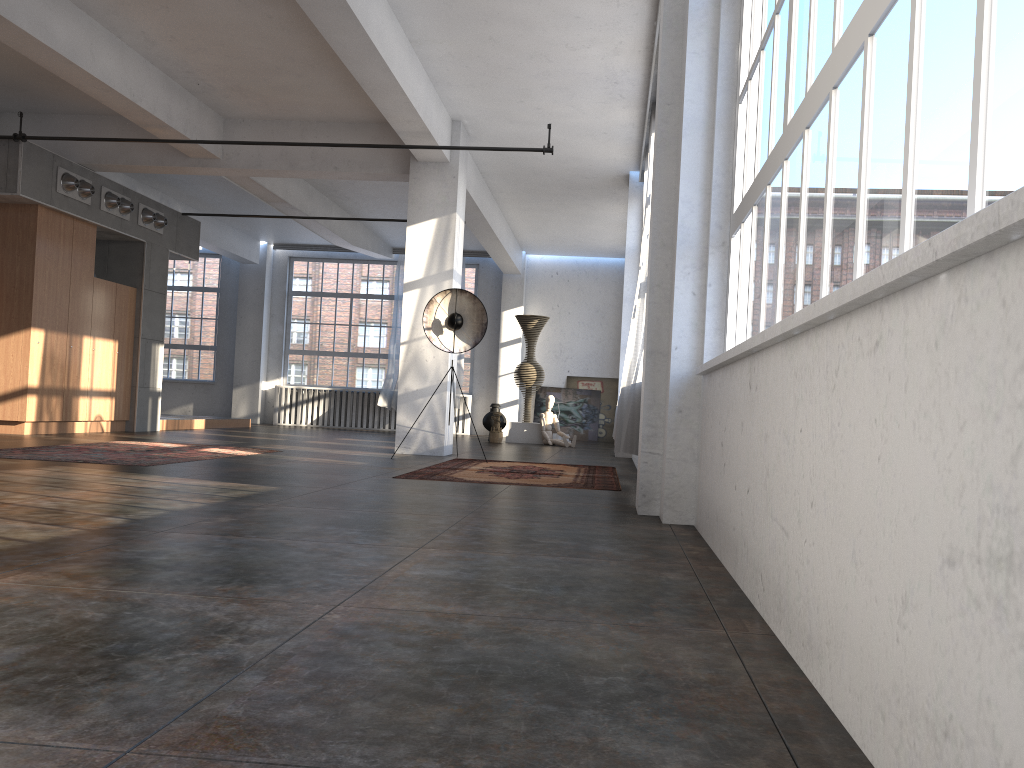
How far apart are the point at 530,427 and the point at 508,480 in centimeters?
857cm

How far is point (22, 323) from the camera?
10.6 meters

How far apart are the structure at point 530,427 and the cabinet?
6.34m

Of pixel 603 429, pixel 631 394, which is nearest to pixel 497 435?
pixel 603 429

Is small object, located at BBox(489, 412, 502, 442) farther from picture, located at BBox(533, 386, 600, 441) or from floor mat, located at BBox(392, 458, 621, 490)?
floor mat, located at BBox(392, 458, 621, 490)

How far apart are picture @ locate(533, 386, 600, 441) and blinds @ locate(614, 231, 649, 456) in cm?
1221

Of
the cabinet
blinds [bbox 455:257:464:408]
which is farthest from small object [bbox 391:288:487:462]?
blinds [bbox 455:257:464:408]

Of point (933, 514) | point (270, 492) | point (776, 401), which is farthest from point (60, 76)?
point (933, 514)

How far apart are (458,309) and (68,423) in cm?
548

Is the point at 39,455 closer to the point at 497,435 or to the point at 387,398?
the point at 497,435
